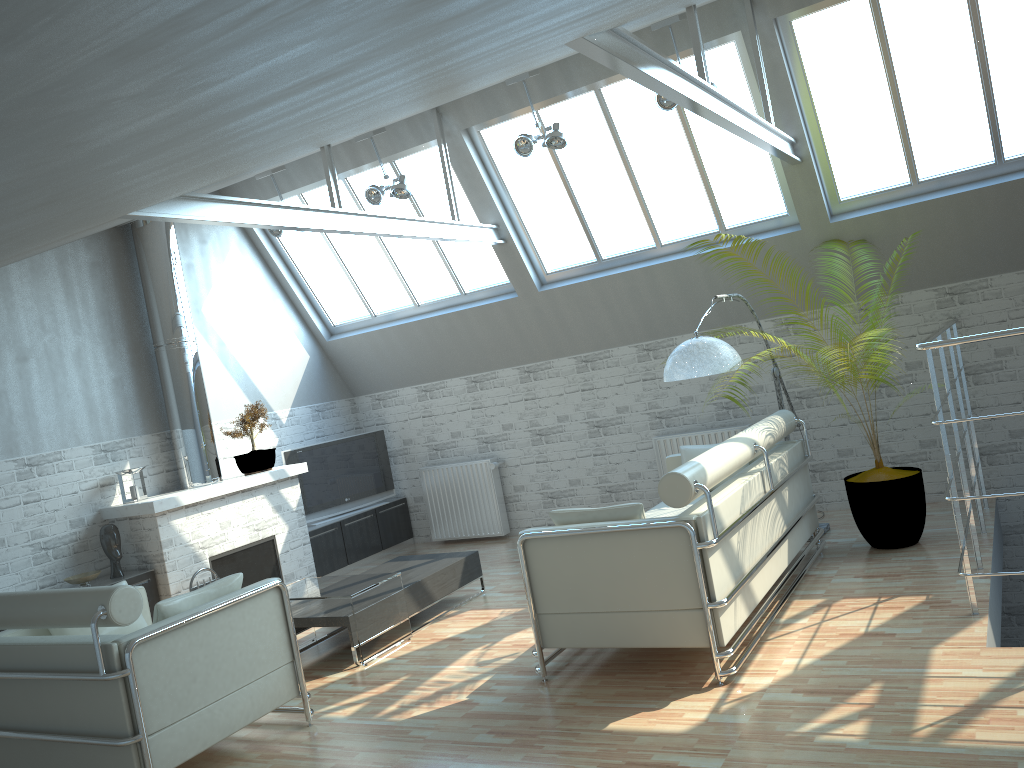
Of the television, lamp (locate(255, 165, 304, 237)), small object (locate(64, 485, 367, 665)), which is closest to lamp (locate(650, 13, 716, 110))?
lamp (locate(255, 165, 304, 237))

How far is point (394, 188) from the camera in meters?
14.1

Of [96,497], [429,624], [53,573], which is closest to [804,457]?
[429,624]

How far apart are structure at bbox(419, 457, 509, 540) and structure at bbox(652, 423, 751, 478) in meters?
3.3

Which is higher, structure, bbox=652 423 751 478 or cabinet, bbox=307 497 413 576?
structure, bbox=652 423 751 478

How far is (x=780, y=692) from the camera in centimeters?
778cm

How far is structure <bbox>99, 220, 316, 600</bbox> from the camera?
13.43m

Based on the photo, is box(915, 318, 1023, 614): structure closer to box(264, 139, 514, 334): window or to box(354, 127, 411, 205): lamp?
box(264, 139, 514, 334): window

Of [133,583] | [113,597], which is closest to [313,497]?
[133,583]

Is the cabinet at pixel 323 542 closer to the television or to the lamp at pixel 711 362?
the television
